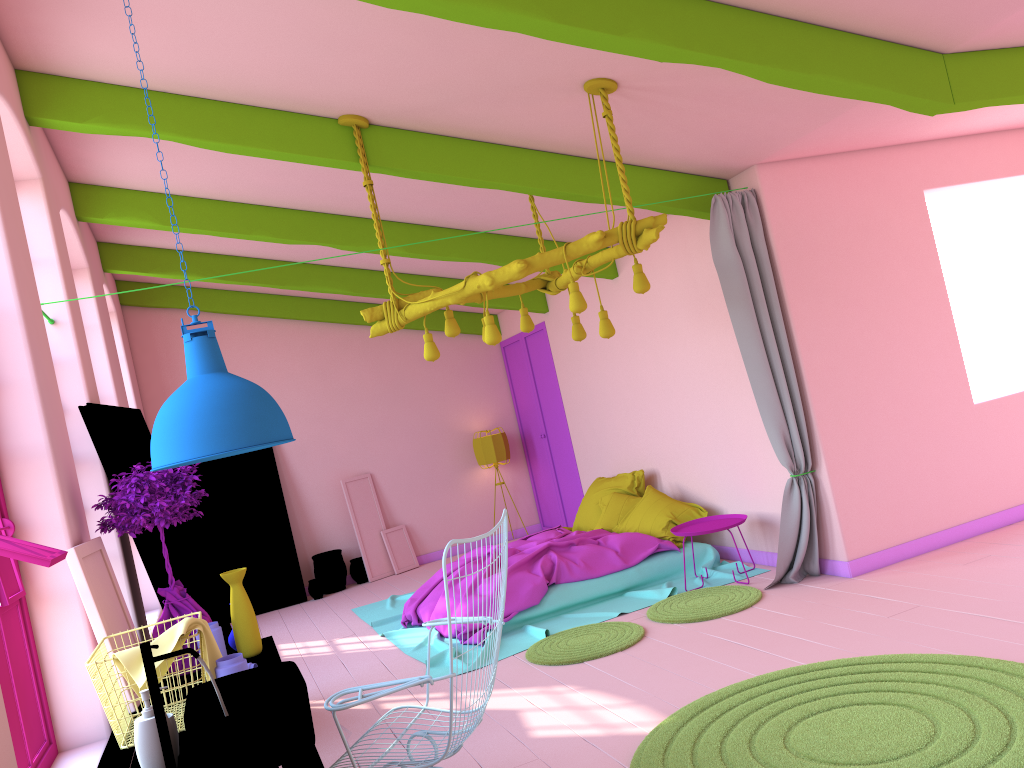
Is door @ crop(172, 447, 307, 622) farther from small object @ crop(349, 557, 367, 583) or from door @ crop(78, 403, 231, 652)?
door @ crop(78, 403, 231, 652)

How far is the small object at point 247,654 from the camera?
3.9m

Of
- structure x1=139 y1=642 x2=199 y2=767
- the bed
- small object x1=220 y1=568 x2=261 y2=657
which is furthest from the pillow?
structure x1=139 y1=642 x2=199 y2=767

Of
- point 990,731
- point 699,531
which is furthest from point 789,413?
point 990,731

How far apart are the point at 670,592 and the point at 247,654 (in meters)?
3.67

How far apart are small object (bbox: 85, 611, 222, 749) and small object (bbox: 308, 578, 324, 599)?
7.0m

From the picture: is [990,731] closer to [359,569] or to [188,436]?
[188,436]

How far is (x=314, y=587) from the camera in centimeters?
1025cm

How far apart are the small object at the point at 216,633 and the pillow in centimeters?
444cm

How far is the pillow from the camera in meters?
7.5 m
